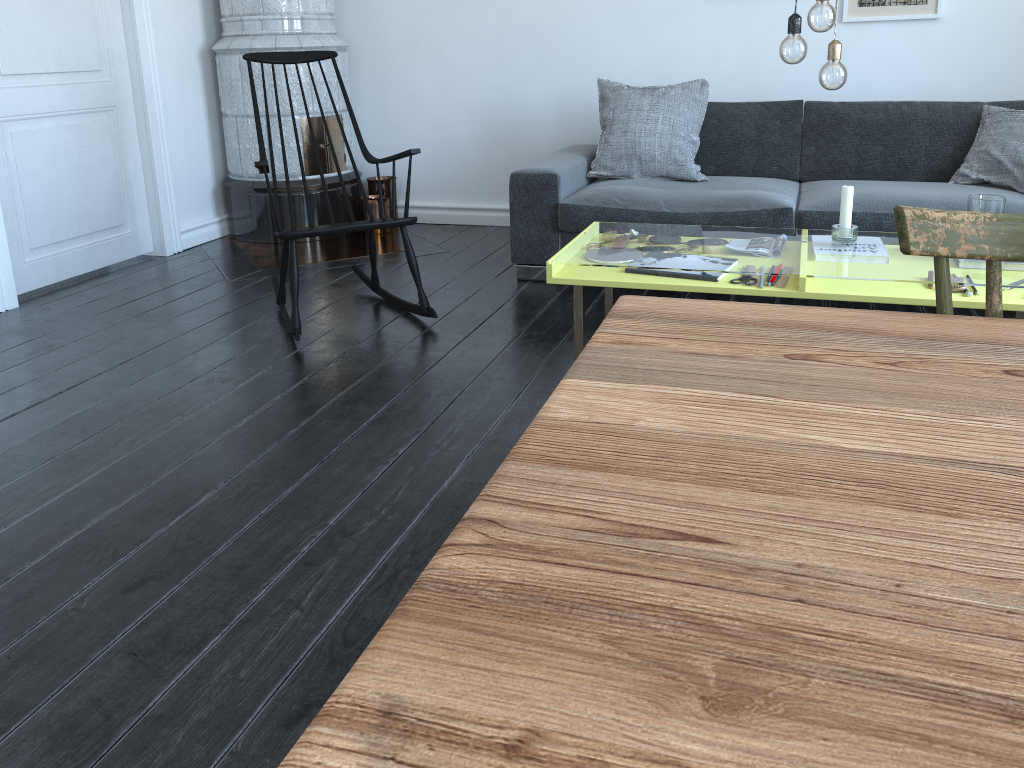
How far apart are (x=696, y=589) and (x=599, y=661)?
0.1 meters

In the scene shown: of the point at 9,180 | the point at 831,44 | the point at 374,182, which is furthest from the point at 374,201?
the point at 831,44

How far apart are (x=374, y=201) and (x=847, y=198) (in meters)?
2.84

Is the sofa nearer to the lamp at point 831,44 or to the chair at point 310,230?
the chair at point 310,230

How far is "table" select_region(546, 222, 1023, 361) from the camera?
2.3 meters

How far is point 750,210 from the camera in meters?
3.4 m

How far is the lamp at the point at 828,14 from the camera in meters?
2.2

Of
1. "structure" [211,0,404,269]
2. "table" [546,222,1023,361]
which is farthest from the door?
"table" [546,222,1023,361]

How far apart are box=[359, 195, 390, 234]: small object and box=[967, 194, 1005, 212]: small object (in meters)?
3.09

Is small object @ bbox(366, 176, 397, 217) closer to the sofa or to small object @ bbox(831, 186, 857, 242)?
the sofa
